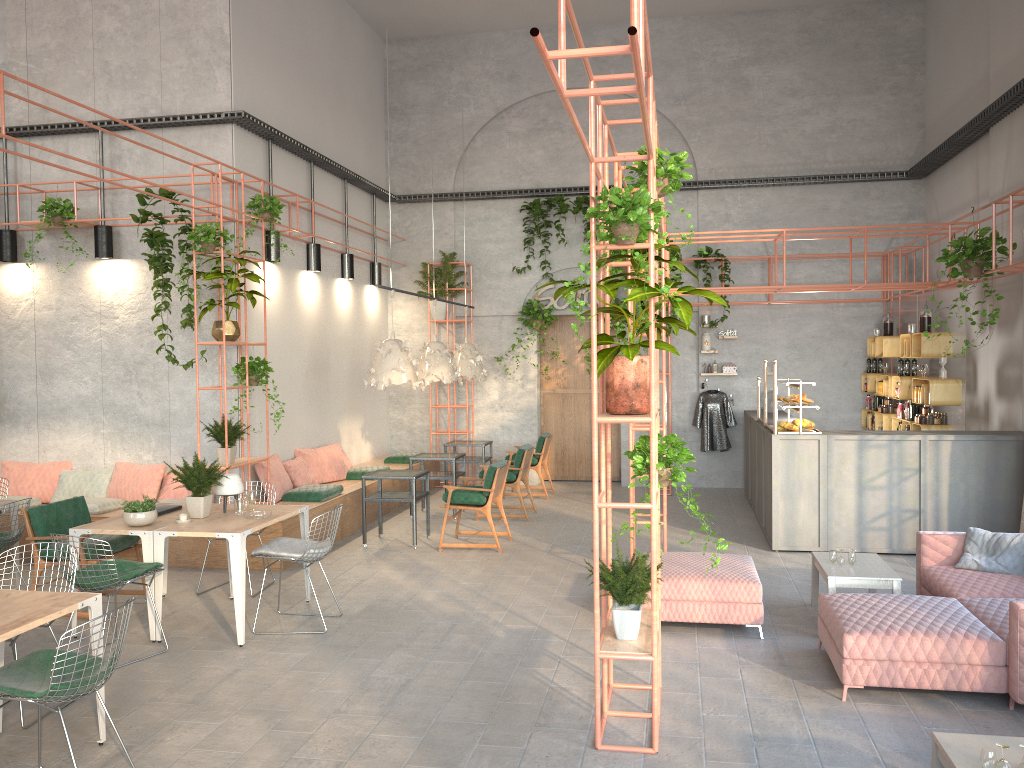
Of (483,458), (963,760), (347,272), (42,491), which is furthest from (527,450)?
(963,760)

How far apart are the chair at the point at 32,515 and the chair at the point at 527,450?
4.62m

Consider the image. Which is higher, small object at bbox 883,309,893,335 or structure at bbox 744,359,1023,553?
small object at bbox 883,309,893,335

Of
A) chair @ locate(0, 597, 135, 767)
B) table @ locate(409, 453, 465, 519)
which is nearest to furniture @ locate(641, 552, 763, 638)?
chair @ locate(0, 597, 135, 767)

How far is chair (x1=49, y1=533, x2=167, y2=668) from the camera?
6.0 meters

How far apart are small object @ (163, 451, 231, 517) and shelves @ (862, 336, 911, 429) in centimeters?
875cm

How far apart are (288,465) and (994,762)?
8.42m

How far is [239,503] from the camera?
7.1 meters

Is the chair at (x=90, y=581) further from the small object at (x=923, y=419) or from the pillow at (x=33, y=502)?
the small object at (x=923, y=419)

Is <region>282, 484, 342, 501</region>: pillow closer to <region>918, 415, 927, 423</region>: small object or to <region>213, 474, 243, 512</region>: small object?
<region>213, 474, 243, 512</region>: small object
